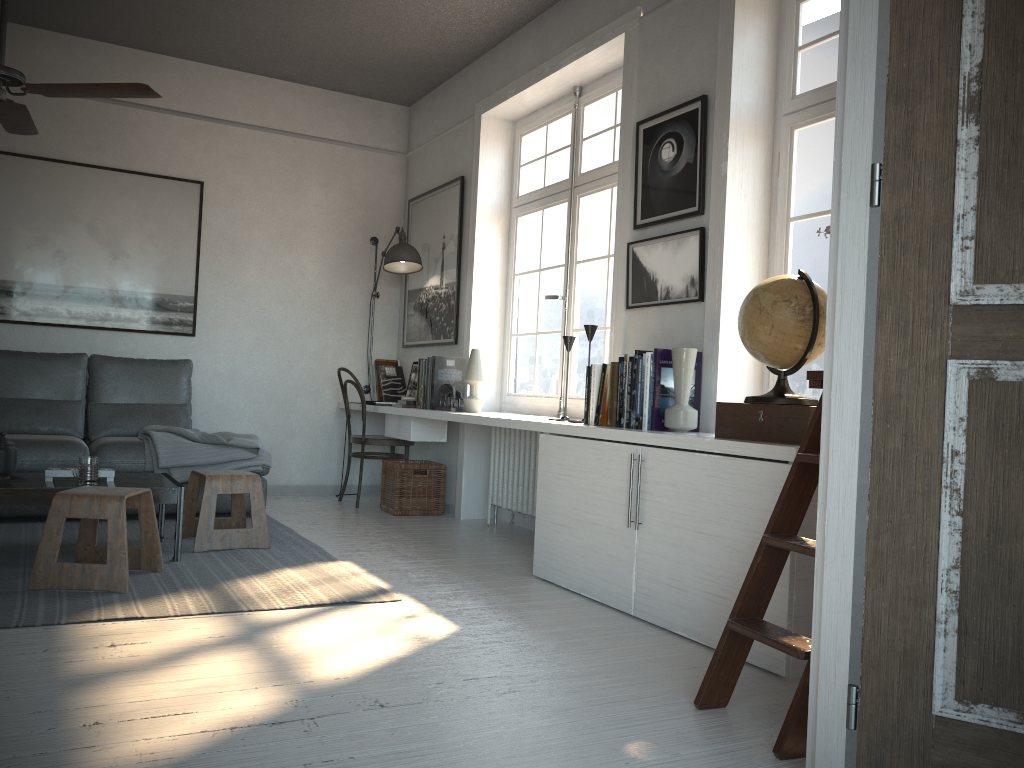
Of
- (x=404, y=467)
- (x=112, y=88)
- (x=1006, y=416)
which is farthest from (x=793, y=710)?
(x=404, y=467)

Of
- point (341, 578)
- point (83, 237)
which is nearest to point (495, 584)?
point (341, 578)

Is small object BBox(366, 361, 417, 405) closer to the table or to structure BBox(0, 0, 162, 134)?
the table

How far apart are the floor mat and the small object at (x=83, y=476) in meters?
0.3

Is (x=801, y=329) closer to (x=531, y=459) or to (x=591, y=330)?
(x=591, y=330)

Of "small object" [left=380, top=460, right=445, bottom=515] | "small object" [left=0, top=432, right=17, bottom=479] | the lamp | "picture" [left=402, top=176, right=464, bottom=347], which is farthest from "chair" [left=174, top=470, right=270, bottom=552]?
the lamp

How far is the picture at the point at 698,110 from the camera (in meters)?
3.65

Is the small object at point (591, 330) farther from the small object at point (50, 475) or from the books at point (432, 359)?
the small object at point (50, 475)

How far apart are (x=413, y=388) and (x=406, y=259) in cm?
87

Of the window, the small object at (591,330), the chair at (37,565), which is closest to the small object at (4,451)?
the chair at (37,565)
